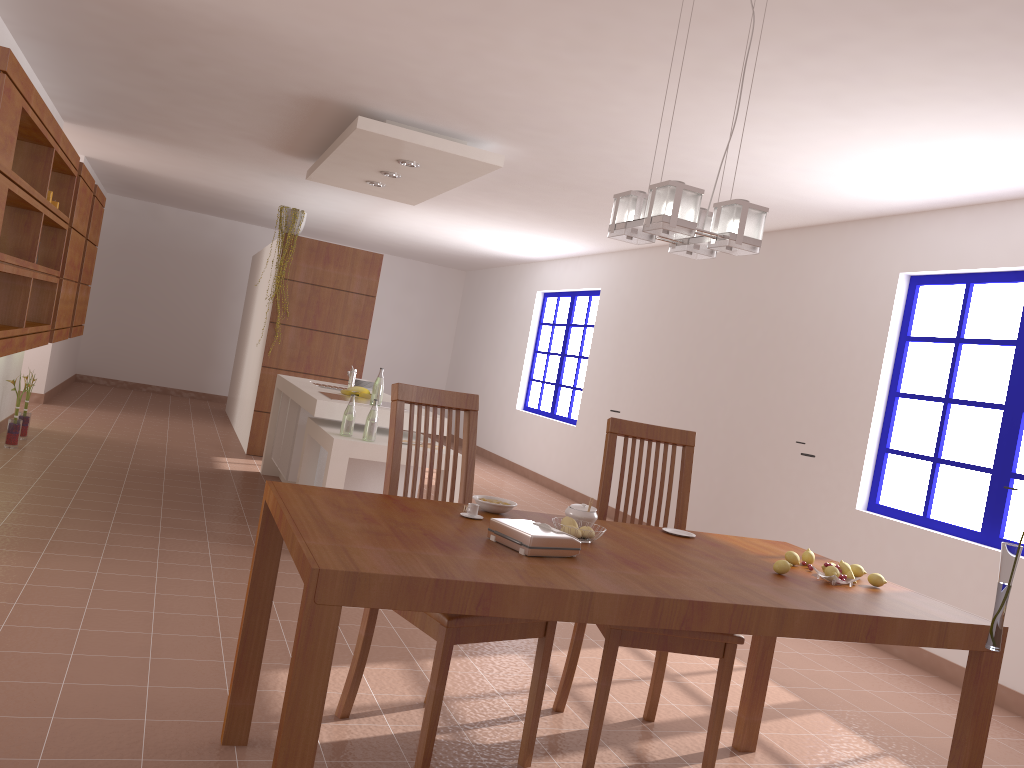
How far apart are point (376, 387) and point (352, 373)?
1.0 meters

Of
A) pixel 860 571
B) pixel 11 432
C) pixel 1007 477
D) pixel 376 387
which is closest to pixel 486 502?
pixel 860 571

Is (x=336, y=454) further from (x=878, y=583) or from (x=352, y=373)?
(x=878, y=583)

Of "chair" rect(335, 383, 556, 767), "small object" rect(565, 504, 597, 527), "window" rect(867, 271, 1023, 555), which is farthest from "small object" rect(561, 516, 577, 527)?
"window" rect(867, 271, 1023, 555)

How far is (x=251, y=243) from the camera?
12.3 meters

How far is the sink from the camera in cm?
630

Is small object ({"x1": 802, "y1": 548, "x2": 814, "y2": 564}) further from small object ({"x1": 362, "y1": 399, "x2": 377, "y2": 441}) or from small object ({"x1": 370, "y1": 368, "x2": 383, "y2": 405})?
small object ({"x1": 370, "y1": 368, "x2": 383, "y2": 405})

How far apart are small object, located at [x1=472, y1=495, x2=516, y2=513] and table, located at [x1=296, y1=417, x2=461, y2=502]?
2.13m

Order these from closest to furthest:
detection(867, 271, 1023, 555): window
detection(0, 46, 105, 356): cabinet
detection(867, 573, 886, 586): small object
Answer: detection(867, 573, 886, 586): small object → detection(0, 46, 105, 356): cabinet → detection(867, 271, 1023, 555): window

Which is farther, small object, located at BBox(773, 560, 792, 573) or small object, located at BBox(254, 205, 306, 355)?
small object, located at BBox(254, 205, 306, 355)
